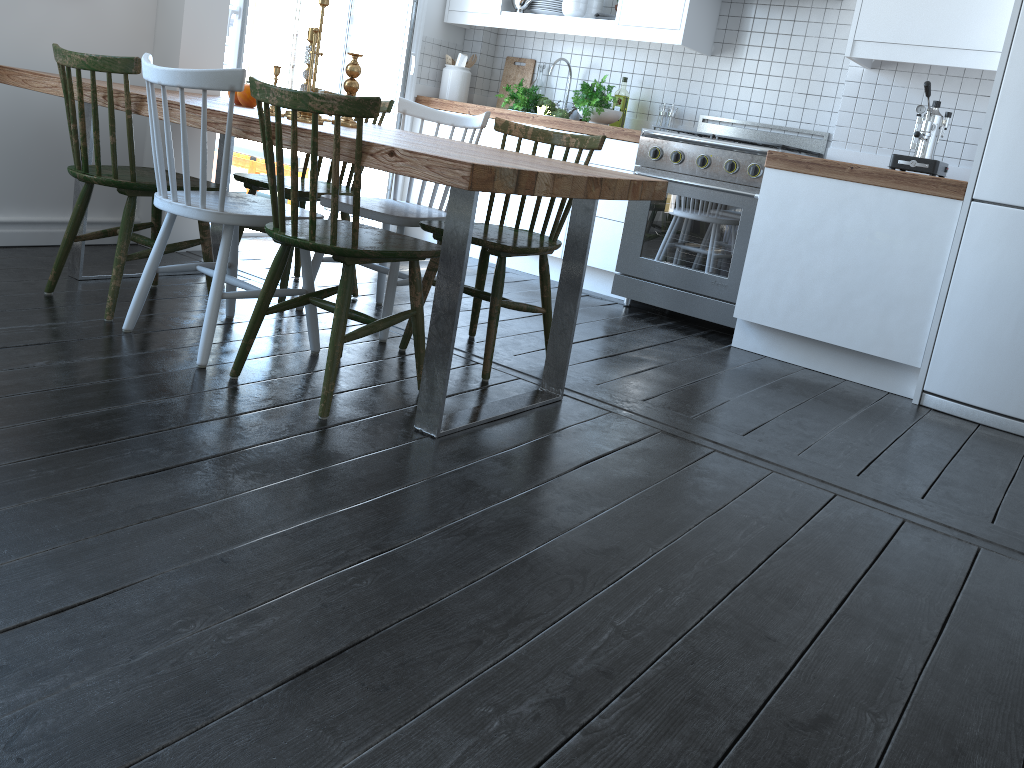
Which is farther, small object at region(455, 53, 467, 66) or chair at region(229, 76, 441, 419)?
small object at region(455, 53, 467, 66)

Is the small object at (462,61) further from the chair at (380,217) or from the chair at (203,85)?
the chair at (203,85)

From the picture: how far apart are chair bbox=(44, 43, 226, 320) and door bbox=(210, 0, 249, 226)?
1.2m

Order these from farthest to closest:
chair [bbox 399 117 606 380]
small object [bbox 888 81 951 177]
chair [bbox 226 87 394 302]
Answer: small object [bbox 888 81 951 177] < chair [bbox 226 87 394 302] < chair [bbox 399 117 606 380]

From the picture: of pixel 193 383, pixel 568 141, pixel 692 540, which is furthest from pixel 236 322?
pixel 692 540

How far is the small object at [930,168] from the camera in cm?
356

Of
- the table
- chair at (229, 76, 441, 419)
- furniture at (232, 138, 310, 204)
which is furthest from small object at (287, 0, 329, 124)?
furniture at (232, 138, 310, 204)

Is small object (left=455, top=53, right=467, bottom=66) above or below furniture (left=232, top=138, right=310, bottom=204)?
above

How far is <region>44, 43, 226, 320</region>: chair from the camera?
2.58m

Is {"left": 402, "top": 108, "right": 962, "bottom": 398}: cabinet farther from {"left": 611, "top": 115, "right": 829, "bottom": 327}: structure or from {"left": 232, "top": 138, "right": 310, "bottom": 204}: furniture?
{"left": 232, "top": 138, "right": 310, "bottom": 204}: furniture
